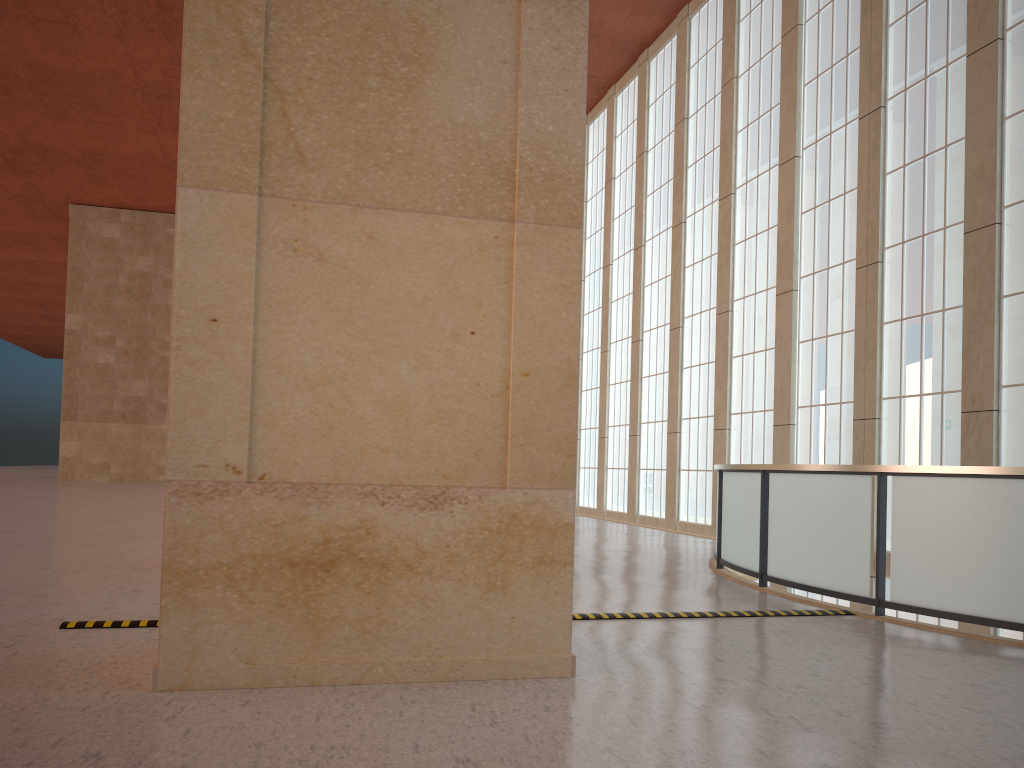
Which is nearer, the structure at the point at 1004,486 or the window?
the structure at the point at 1004,486

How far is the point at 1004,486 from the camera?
8.98m

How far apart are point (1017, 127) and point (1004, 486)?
10.5m

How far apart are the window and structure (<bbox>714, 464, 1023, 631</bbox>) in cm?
574

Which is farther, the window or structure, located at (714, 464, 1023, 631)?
the window

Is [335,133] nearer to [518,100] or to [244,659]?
[518,100]

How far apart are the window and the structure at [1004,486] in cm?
574

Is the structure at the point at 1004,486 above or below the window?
below

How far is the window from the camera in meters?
16.5 m

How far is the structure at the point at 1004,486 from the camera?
9.0 meters
